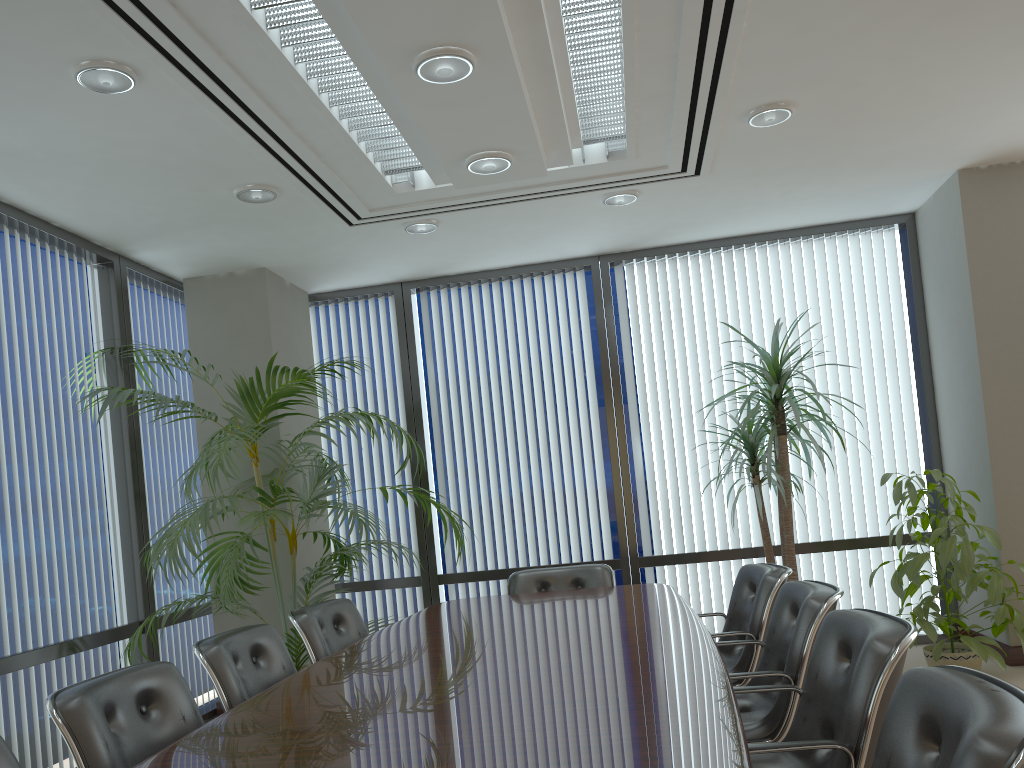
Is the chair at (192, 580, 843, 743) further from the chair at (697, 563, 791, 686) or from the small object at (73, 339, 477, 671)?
the small object at (73, 339, 477, 671)

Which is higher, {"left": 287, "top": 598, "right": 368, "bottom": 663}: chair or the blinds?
the blinds

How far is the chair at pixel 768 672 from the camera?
2.95m

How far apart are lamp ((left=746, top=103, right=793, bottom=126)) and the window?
2.49m

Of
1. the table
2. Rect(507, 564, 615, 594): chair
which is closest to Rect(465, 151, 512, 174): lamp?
the table

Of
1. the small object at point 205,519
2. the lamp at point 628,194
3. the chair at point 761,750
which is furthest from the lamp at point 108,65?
the chair at point 761,750

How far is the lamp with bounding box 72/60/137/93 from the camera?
3.4 meters

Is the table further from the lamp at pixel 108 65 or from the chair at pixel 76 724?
the lamp at pixel 108 65

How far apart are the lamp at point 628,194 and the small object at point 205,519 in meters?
1.9

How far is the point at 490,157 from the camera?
4.1 meters
